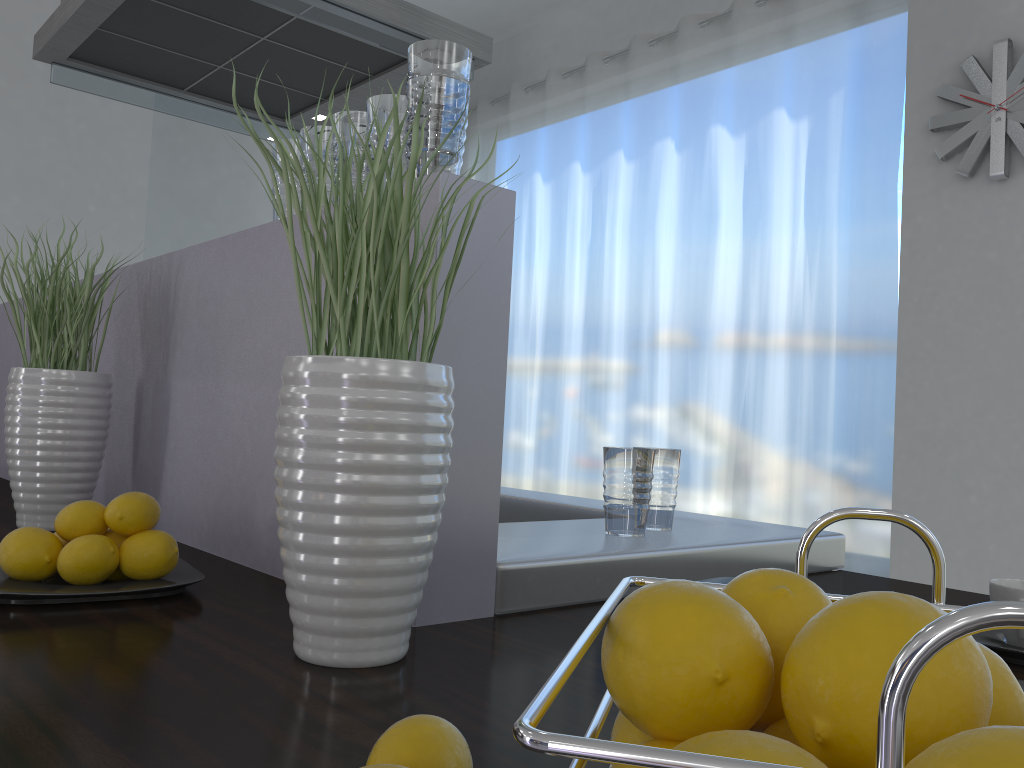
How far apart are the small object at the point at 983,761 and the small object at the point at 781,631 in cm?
10

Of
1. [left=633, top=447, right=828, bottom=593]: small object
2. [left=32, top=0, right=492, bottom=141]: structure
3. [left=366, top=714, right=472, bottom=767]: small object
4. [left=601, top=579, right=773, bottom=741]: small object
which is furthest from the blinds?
[left=601, top=579, right=773, bottom=741]: small object

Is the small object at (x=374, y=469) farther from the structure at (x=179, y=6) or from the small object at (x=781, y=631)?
the structure at (x=179, y=6)

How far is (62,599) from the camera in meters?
0.9

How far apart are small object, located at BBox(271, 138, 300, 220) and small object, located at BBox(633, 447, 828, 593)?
0.6m

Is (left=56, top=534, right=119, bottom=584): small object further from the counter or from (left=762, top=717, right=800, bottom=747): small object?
(left=762, top=717, right=800, bottom=747): small object

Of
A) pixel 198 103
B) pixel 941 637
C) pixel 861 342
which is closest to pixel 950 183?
pixel 861 342

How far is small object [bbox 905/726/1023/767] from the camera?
0.2 meters

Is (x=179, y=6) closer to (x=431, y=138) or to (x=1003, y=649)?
(x=431, y=138)

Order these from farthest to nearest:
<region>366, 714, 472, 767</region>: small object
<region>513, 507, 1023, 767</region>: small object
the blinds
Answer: the blinds
<region>366, 714, 472, 767</region>: small object
<region>513, 507, 1023, 767</region>: small object
